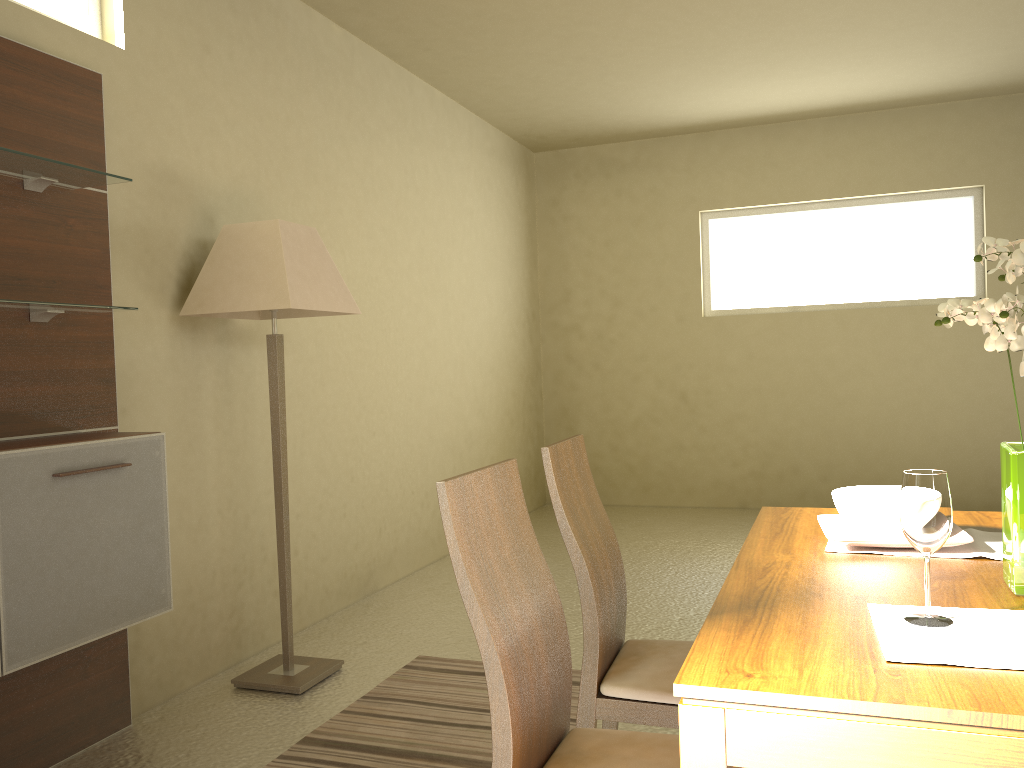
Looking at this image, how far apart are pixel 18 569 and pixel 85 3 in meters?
2.1

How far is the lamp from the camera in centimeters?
324cm

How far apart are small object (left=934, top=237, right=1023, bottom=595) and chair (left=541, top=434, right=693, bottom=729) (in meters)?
0.74

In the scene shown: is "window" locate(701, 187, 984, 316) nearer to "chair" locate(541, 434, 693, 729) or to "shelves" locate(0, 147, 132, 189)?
"chair" locate(541, 434, 693, 729)

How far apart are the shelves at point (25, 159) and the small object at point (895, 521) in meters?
2.3

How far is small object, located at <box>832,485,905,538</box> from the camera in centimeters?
184cm

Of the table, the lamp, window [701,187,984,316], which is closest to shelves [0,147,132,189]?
the lamp

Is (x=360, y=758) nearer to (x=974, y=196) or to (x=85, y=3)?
(x=85, y=3)

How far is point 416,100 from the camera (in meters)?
5.43

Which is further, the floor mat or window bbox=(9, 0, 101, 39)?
window bbox=(9, 0, 101, 39)
